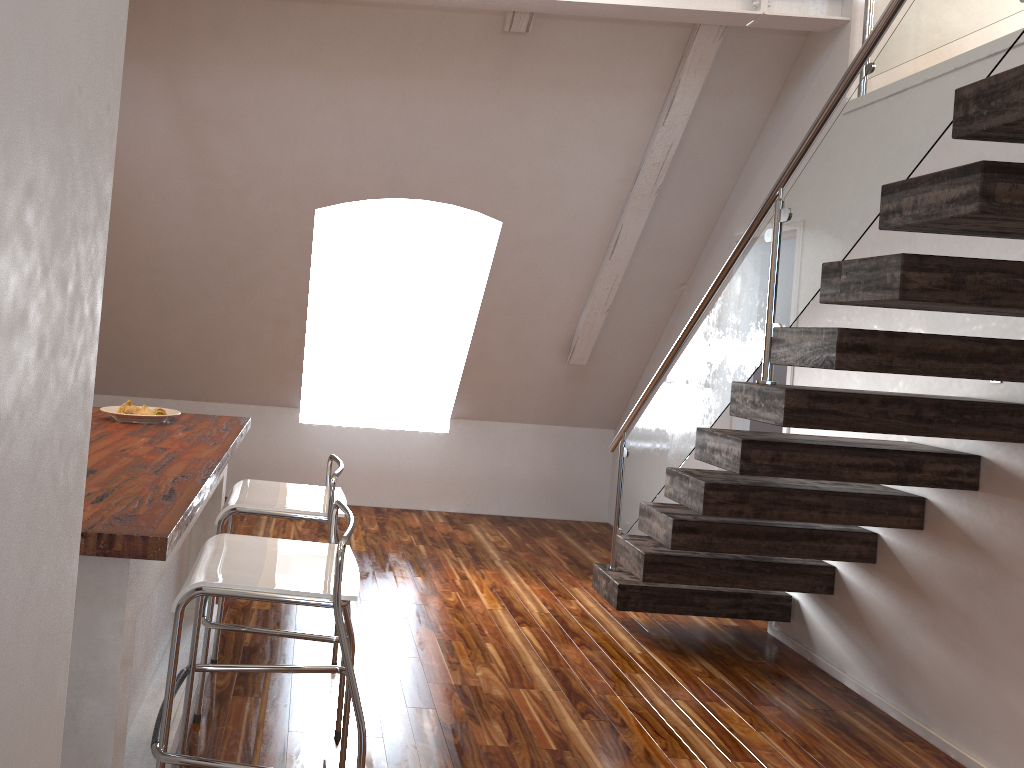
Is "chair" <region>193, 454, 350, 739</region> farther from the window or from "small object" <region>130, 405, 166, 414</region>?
the window

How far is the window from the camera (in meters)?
6.17

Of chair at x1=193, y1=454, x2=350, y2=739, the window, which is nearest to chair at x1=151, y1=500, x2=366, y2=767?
chair at x1=193, y1=454, x2=350, y2=739

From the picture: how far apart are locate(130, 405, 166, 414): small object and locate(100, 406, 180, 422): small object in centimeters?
3cm

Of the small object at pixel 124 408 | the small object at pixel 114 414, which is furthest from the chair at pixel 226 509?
the small object at pixel 124 408

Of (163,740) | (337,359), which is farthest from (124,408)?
(337,359)

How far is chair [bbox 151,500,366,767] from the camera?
1.78m

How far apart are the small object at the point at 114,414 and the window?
3.0 meters

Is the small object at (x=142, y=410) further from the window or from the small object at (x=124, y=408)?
the window

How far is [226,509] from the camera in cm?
256
